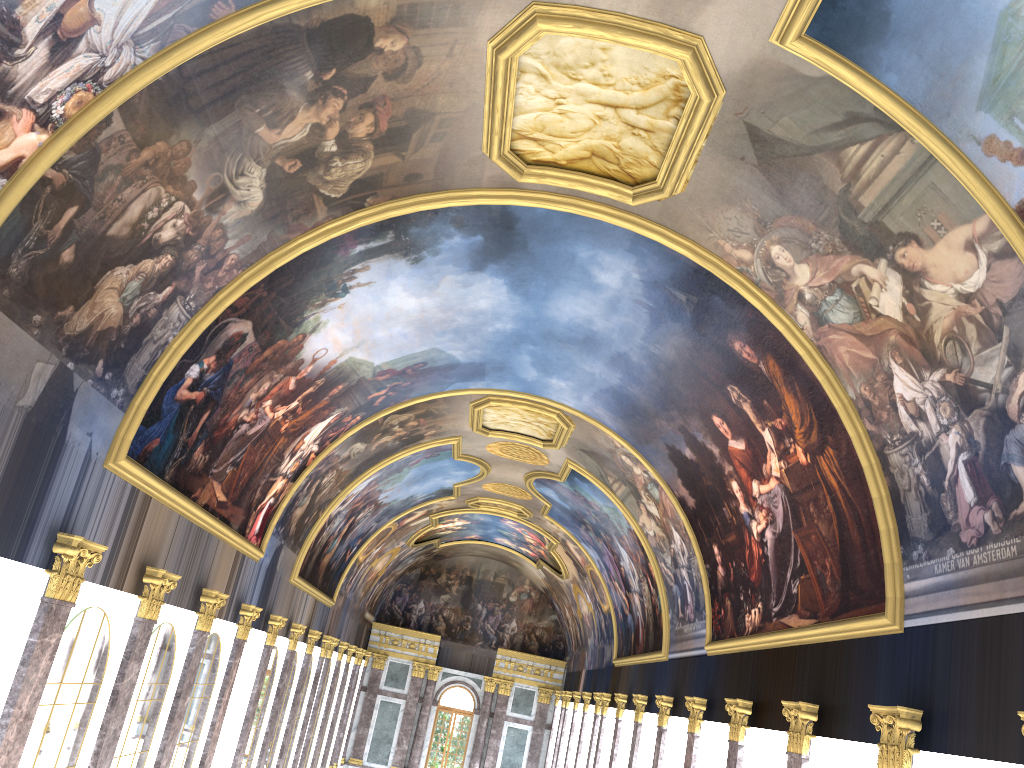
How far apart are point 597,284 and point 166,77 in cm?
906
